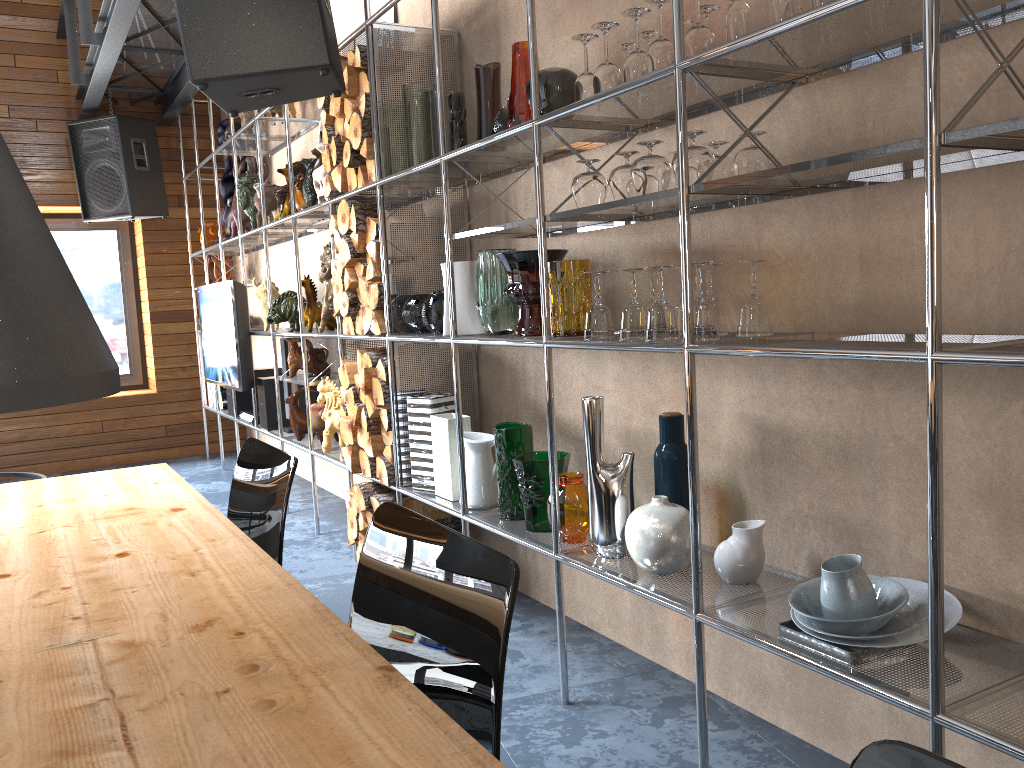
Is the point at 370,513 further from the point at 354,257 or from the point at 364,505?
the point at 354,257

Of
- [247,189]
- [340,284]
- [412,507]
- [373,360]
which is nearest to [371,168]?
[340,284]

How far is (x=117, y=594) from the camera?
1.3 meters

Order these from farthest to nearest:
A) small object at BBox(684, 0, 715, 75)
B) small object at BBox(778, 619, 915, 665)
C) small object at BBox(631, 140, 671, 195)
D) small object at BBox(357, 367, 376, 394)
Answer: small object at BBox(357, 367, 376, 394)
small object at BBox(631, 140, 671, 195)
small object at BBox(684, 0, 715, 75)
small object at BBox(778, 619, 915, 665)

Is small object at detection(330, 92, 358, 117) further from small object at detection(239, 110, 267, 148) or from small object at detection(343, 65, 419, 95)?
small object at detection(239, 110, 267, 148)

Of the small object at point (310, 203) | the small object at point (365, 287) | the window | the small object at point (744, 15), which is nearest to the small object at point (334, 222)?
the small object at point (365, 287)

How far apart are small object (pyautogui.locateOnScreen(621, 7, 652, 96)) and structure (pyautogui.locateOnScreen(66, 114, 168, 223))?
5.00m

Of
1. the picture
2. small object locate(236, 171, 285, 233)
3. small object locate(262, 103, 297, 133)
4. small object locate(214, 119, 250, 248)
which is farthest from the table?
small object locate(214, 119, 250, 248)

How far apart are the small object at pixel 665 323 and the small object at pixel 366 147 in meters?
1.6 m

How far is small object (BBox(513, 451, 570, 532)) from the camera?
2.6m
